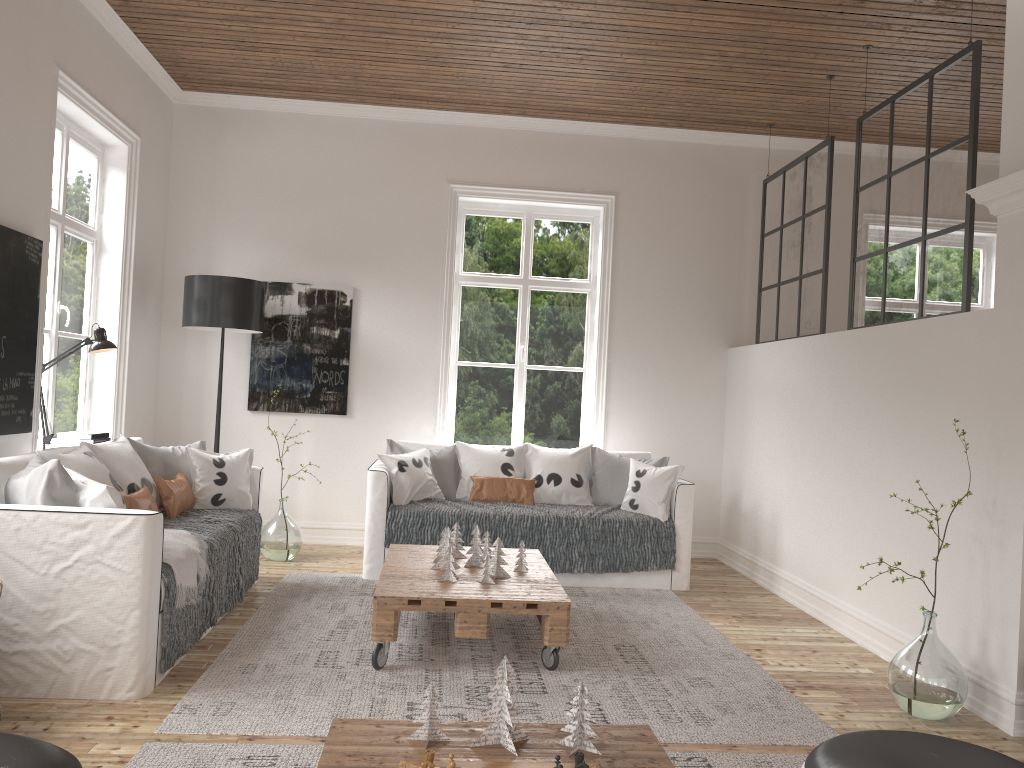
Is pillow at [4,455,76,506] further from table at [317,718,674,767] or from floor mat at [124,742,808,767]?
table at [317,718,674,767]

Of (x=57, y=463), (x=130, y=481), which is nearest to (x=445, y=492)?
(x=130, y=481)

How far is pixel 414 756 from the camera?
1.9 meters

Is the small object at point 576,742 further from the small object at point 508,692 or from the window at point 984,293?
the window at point 984,293

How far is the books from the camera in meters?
4.9 m

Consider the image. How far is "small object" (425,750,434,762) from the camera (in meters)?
1.79

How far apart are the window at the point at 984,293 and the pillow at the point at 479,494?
3.86m

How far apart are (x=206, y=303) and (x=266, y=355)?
0.8 meters

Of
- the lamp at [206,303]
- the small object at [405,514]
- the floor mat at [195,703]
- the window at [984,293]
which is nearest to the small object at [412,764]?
the floor mat at [195,703]

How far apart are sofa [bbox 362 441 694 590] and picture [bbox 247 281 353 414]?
0.71m
